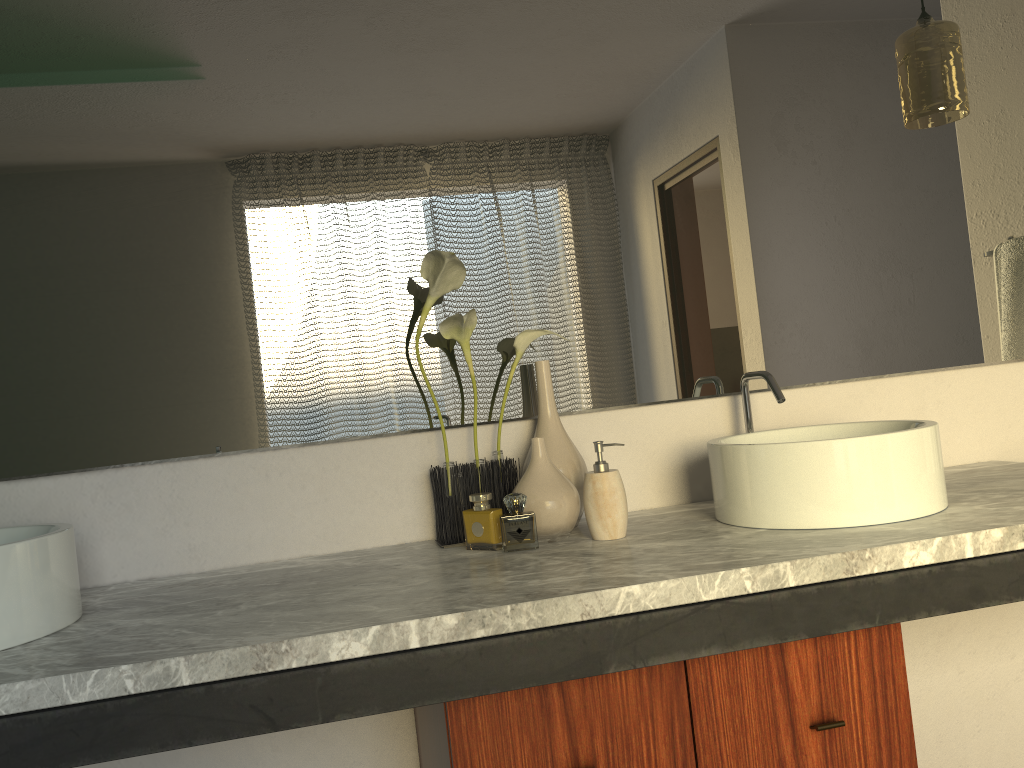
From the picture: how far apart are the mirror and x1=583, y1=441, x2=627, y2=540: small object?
0.24m

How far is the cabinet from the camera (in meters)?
1.15

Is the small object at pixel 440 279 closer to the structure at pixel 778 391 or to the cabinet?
the cabinet

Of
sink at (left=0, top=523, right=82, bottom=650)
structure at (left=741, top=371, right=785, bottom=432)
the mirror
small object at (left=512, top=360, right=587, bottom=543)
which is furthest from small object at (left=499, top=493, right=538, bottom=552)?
sink at (left=0, top=523, right=82, bottom=650)

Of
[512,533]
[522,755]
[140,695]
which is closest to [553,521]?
[522,755]

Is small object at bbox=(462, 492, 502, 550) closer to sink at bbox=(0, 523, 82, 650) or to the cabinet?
the cabinet

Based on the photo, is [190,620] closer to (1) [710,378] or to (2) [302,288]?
(2) [302,288]

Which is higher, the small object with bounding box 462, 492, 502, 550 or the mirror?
the mirror

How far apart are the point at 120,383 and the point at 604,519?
0.84m

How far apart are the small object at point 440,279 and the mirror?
0.1 meters
